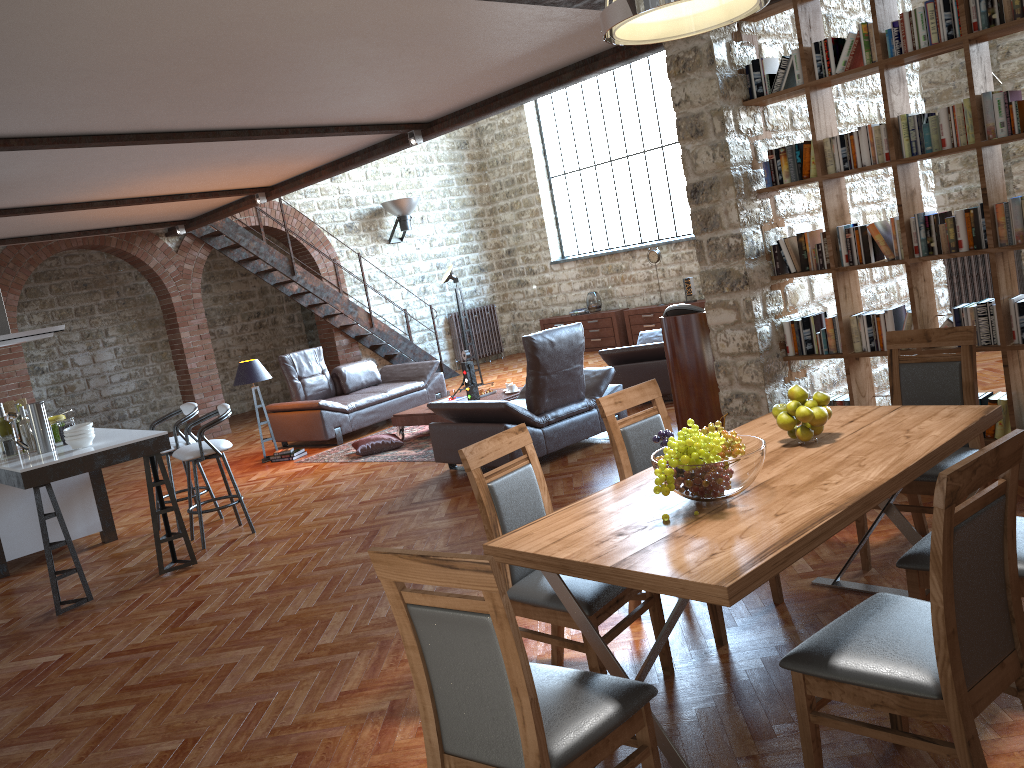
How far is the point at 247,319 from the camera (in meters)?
14.83

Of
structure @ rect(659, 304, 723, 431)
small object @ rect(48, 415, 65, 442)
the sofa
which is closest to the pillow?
the sofa

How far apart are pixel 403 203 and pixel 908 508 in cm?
1117

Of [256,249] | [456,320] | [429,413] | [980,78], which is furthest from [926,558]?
[456,320]

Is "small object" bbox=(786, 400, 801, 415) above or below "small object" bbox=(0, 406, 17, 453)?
below

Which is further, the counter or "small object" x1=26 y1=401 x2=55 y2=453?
"small object" x1=26 y1=401 x2=55 y2=453

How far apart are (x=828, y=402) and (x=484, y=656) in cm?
177

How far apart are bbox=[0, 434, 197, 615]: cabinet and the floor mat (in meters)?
2.29

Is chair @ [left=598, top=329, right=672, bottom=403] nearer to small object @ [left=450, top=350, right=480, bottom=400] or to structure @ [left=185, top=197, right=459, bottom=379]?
small object @ [left=450, top=350, right=480, bottom=400]

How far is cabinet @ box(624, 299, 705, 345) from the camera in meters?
13.2 m
